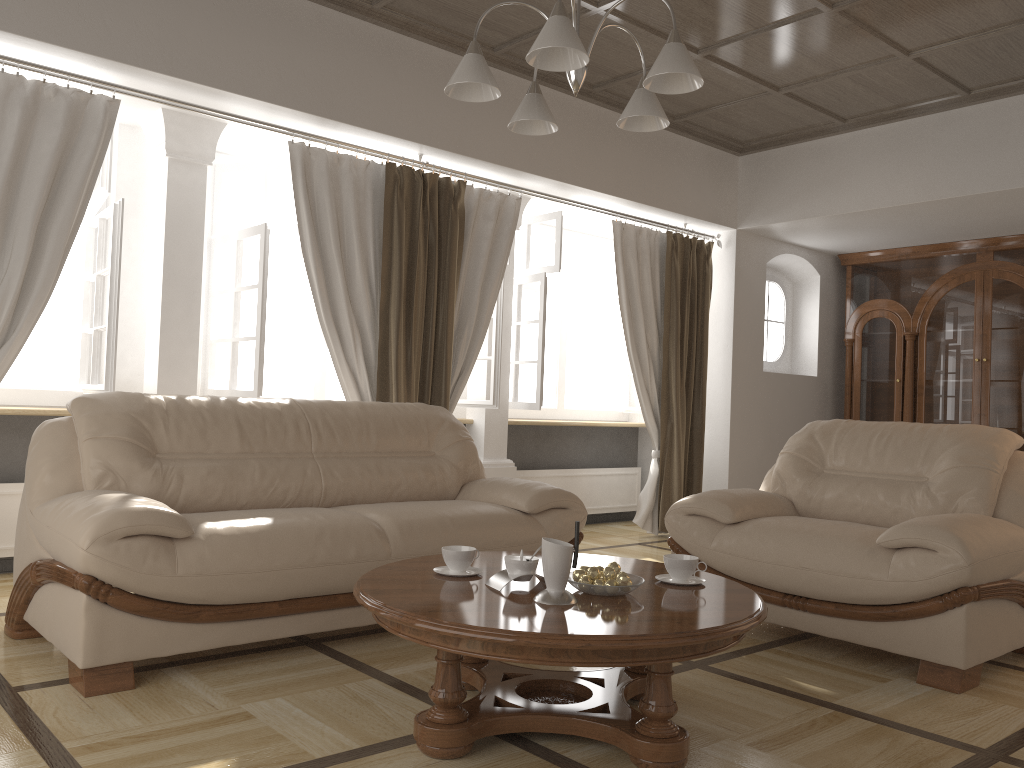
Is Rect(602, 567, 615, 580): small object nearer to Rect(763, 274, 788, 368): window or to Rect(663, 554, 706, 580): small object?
Rect(663, 554, 706, 580): small object

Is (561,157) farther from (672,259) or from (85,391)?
(85,391)

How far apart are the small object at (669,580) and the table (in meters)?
0.03

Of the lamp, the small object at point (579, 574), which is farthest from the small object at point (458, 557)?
A: the lamp

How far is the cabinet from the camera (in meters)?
6.59

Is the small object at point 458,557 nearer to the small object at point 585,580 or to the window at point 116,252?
the small object at point 585,580

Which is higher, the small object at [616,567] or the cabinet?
the cabinet

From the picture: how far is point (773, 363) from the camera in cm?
745

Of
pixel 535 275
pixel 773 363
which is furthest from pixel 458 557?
pixel 773 363

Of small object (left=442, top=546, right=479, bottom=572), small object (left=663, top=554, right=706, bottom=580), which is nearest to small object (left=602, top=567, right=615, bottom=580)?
small object (left=663, top=554, right=706, bottom=580)
